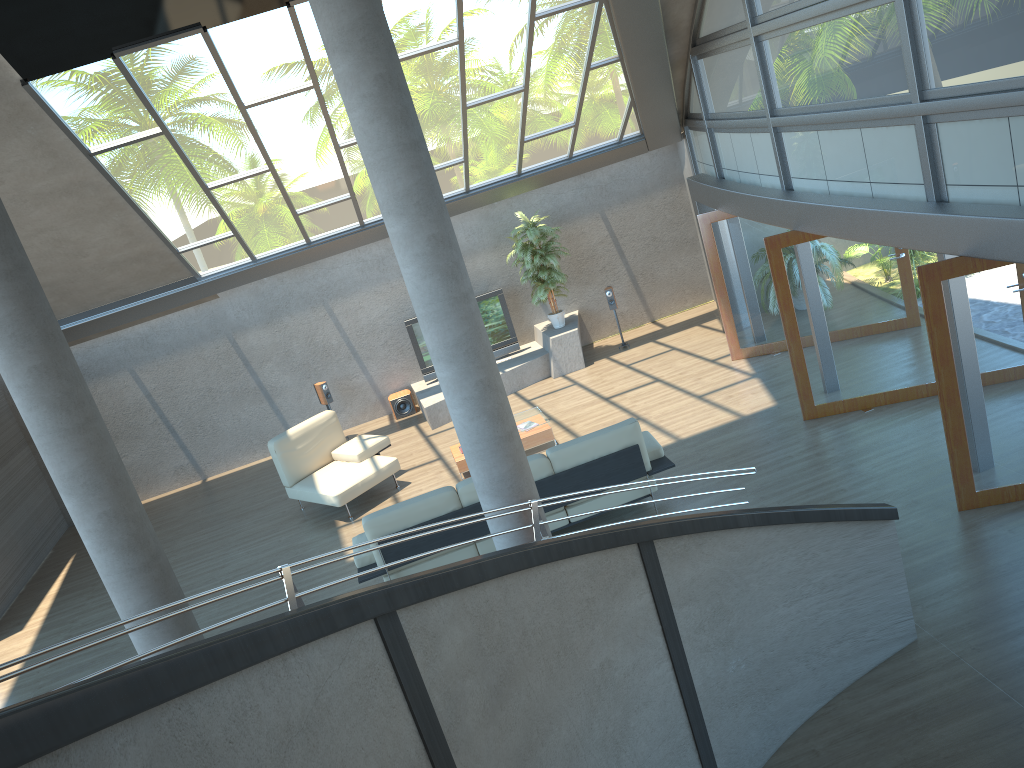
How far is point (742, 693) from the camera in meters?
4.9

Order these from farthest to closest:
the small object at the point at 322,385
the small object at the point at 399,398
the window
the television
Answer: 1. the small object at the point at 399,398
2. the television
3. the small object at the point at 322,385
4. the window

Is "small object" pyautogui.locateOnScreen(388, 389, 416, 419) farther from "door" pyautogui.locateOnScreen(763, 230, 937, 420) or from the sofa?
"door" pyautogui.locateOnScreen(763, 230, 937, 420)

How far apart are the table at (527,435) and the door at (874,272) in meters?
2.9 m

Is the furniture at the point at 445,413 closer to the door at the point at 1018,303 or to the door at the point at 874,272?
the door at the point at 874,272

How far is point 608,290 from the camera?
13.4m

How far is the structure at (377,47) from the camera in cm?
487

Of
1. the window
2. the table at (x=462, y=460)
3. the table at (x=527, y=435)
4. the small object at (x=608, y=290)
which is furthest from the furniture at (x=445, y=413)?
the window

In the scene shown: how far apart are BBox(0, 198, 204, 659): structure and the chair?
4.6m

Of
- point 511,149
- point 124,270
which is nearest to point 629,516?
point 511,149
